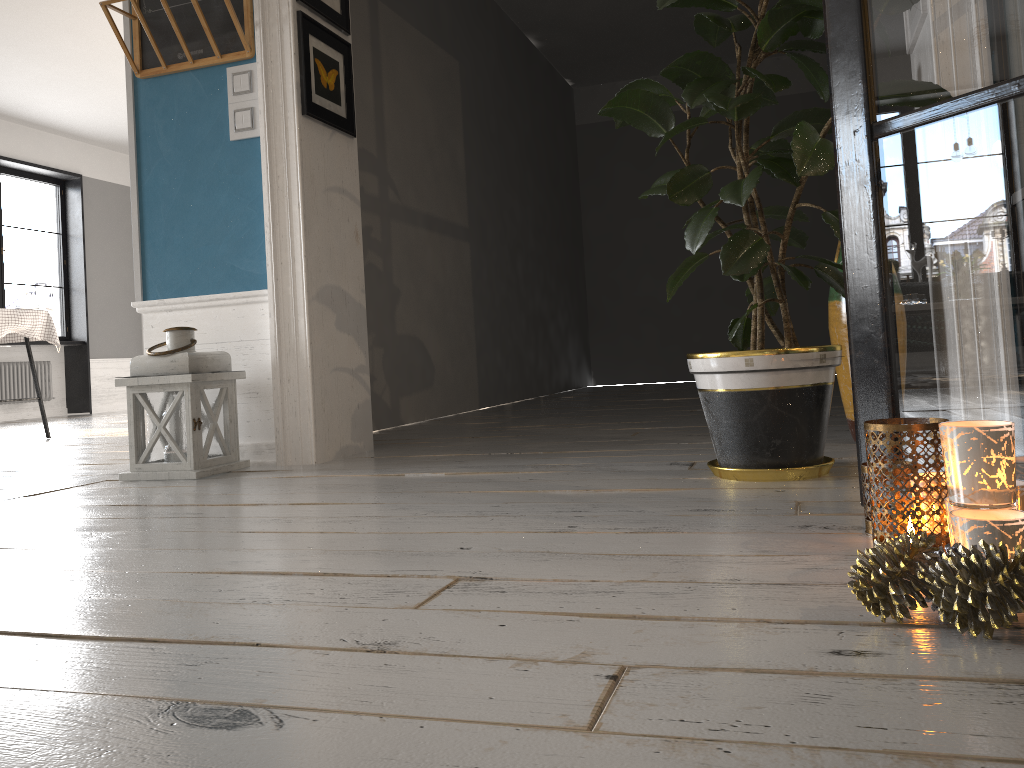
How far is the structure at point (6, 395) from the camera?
8.9 meters

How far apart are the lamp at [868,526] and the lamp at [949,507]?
0.3m

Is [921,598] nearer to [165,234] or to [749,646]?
[749,646]

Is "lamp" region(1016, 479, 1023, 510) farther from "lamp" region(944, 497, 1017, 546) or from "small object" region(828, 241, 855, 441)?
"small object" region(828, 241, 855, 441)

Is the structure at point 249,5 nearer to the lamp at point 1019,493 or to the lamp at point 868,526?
the lamp at point 868,526

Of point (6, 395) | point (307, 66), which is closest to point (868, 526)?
point (307, 66)

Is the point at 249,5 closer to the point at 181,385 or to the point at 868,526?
the point at 181,385

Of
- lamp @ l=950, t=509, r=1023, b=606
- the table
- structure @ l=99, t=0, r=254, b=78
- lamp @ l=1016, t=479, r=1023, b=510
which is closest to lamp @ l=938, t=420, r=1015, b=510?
lamp @ l=950, t=509, r=1023, b=606

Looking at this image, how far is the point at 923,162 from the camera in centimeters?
142cm

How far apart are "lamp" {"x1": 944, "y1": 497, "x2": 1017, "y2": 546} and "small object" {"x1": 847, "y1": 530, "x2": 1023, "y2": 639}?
0.1 meters
